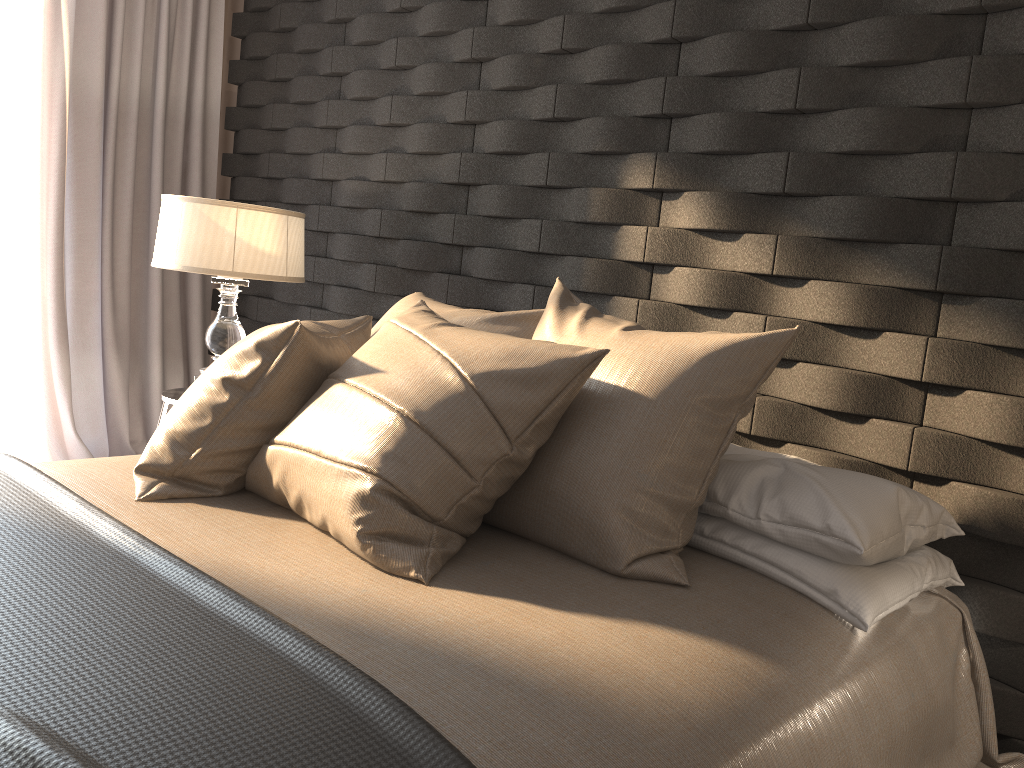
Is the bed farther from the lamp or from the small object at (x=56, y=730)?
the lamp

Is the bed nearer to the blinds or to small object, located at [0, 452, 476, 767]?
small object, located at [0, 452, 476, 767]

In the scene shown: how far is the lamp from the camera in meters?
2.8

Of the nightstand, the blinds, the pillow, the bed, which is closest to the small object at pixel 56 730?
the bed

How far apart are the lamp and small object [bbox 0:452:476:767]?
1.1m

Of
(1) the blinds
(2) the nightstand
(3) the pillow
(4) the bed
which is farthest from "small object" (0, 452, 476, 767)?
(1) the blinds

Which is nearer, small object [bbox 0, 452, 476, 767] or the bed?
small object [bbox 0, 452, 476, 767]

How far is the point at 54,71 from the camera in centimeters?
345cm

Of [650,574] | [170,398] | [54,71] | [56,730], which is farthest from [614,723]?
[54,71]

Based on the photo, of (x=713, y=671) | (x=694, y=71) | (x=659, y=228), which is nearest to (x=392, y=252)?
(x=659, y=228)
